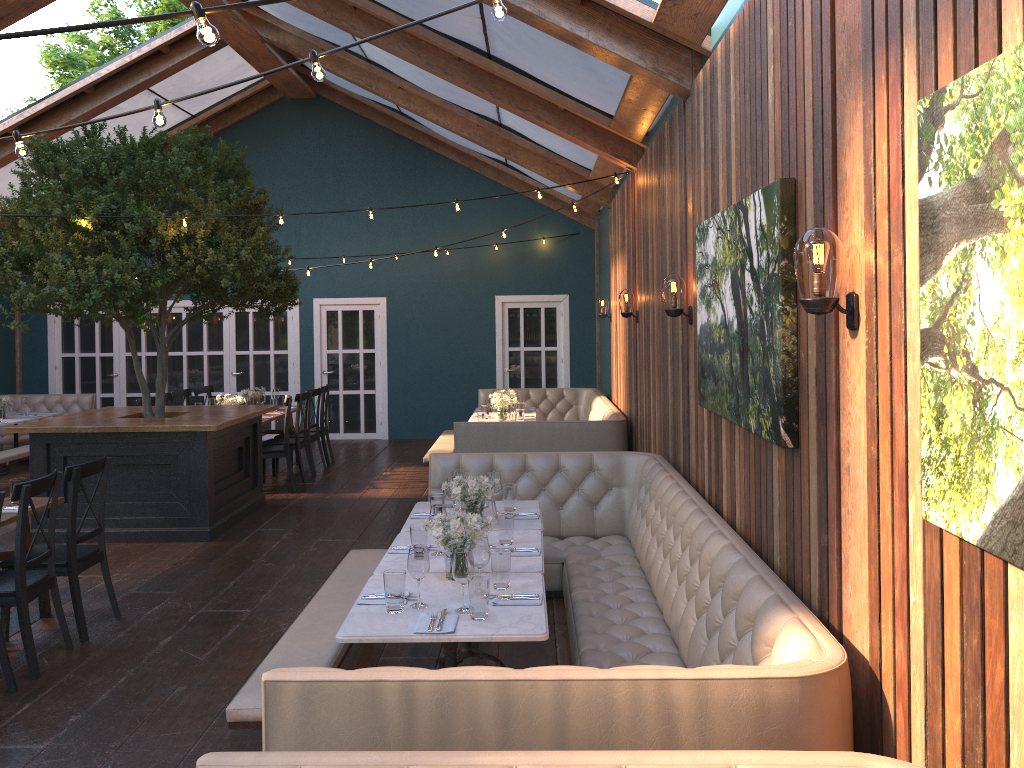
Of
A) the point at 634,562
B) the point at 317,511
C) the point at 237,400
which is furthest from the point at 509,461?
the point at 237,400

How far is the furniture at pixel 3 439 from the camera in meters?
12.2 m

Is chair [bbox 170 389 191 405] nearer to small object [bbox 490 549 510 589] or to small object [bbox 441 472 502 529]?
small object [bbox 441 472 502 529]

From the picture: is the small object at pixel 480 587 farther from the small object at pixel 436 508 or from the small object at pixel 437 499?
the small object at pixel 437 499

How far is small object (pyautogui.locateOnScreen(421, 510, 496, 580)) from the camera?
3.9 meters

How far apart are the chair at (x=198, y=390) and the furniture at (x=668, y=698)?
6.01m

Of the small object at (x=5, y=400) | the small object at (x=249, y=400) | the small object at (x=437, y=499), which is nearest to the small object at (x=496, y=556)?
the small object at (x=437, y=499)

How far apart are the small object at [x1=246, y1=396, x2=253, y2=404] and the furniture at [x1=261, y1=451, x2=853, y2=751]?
4.7 meters

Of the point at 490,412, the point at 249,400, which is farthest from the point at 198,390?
the point at 490,412

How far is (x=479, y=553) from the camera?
3.8m
